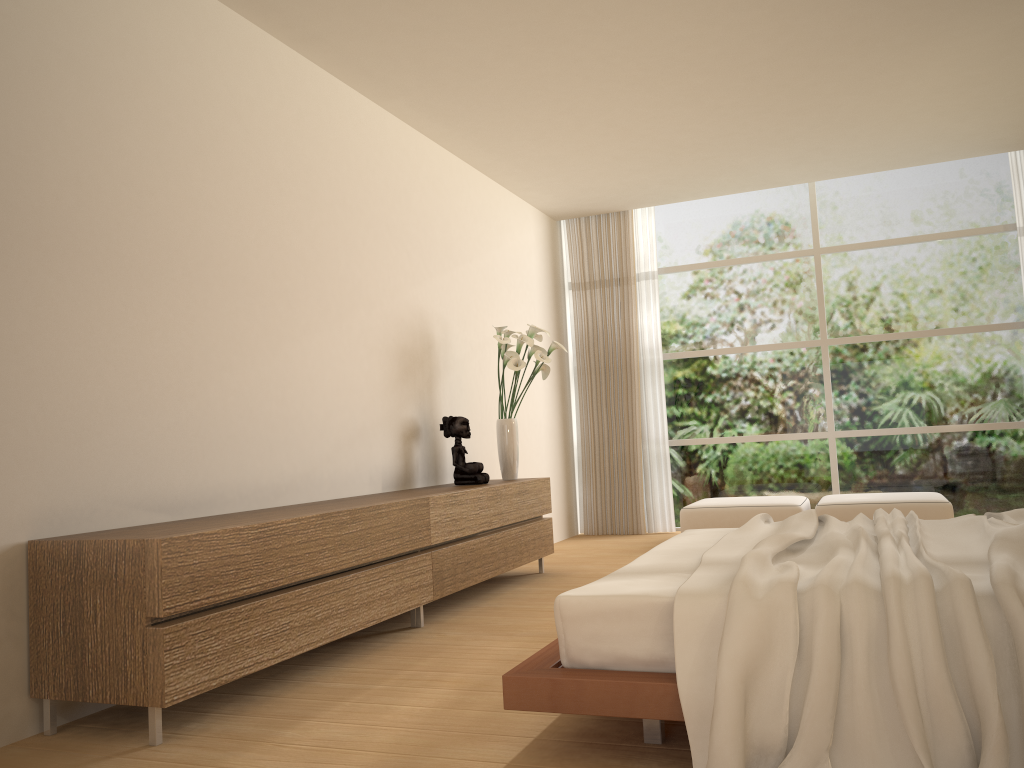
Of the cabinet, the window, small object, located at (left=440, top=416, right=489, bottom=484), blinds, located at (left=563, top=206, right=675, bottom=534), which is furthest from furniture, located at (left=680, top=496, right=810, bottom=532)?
small object, located at (left=440, top=416, right=489, bottom=484)

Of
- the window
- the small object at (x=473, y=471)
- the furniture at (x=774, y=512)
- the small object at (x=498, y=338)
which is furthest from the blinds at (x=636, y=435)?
the small object at (x=473, y=471)

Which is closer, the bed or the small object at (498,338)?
the bed

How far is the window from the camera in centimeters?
763cm

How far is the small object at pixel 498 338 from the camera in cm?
594

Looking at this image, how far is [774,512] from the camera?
6.83m

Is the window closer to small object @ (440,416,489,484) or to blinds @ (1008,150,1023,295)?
blinds @ (1008,150,1023,295)

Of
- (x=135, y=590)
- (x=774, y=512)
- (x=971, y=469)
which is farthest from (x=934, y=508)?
(x=135, y=590)

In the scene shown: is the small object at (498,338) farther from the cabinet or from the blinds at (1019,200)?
the blinds at (1019,200)

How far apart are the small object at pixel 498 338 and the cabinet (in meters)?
0.18
